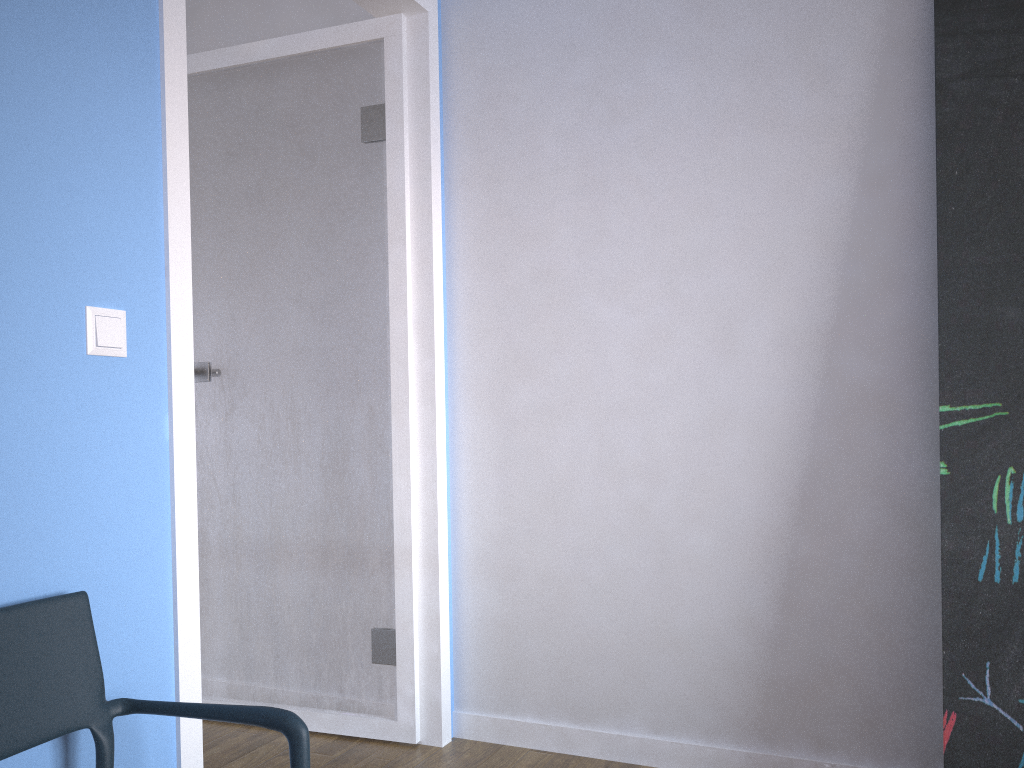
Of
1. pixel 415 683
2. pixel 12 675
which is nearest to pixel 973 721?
pixel 415 683

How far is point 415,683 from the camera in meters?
→ 2.5 m

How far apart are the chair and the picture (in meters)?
1.35

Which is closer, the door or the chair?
the chair

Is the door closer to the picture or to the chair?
the chair

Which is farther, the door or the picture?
the door

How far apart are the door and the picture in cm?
127

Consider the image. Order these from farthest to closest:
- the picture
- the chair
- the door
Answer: the door, the picture, the chair

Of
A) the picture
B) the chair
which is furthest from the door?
the picture

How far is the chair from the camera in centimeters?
124cm
